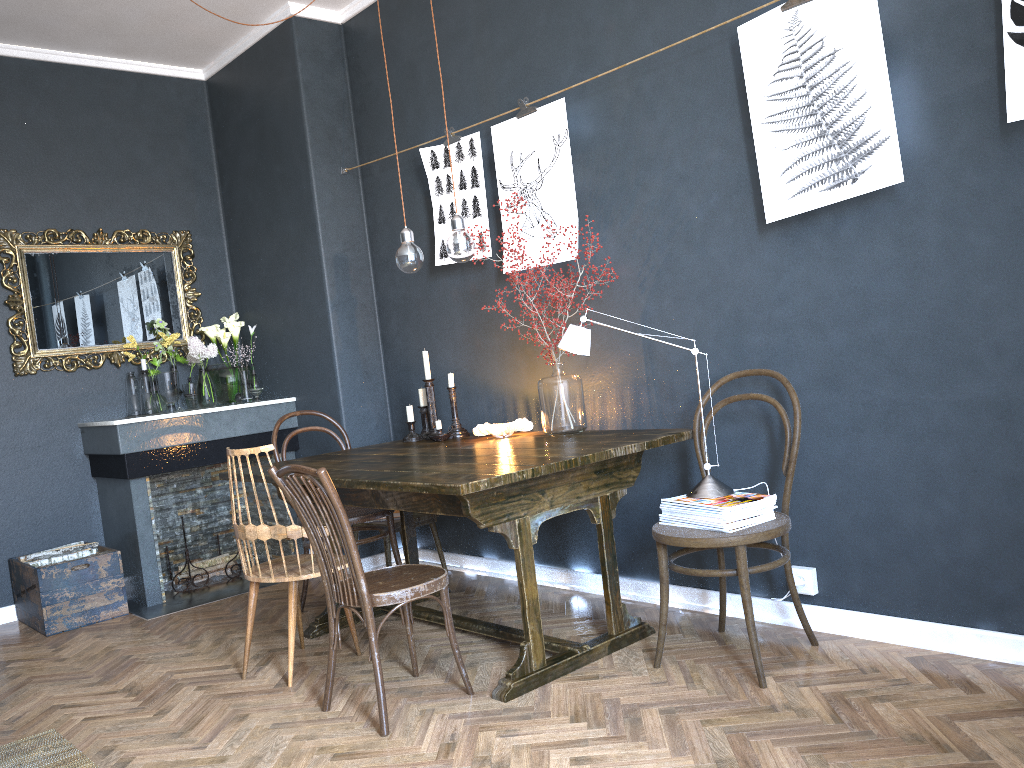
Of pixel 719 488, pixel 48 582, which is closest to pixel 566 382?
pixel 719 488

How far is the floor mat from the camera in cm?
267

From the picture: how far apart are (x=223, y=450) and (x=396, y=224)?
1.5 meters

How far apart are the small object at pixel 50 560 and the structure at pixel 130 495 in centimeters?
13cm

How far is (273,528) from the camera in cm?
312

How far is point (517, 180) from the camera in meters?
3.8

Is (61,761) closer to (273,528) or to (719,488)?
(273,528)

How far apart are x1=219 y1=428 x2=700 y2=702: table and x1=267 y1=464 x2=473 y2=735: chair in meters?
0.1

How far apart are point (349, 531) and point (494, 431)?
1.1 meters

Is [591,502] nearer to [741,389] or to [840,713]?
[741,389]
